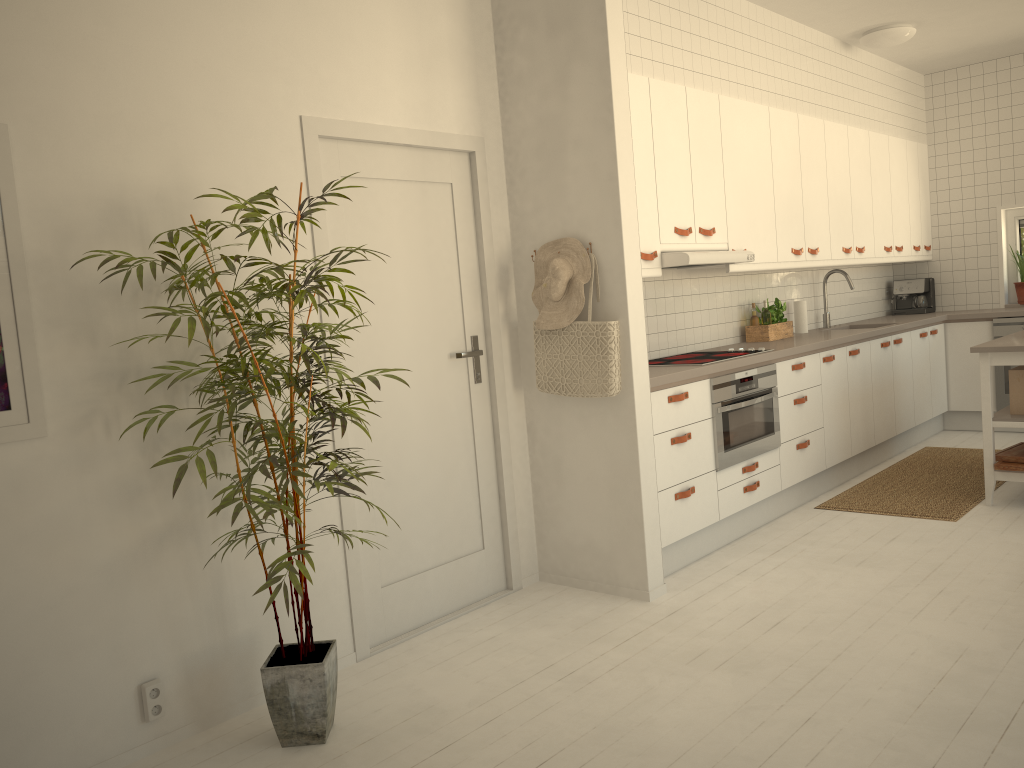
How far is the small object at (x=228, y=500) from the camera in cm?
249

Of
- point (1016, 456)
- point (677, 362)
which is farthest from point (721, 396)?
point (1016, 456)

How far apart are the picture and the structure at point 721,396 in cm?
287

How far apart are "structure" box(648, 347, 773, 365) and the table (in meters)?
1.16

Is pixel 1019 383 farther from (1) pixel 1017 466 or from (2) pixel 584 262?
(2) pixel 584 262

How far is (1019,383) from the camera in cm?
473

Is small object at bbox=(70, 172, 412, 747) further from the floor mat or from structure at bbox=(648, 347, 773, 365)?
the floor mat

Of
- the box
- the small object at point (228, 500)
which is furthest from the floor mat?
the small object at point (228, 500)

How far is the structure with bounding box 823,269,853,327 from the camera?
6.4m

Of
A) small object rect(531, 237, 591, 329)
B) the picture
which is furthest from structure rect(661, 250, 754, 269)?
the picture
